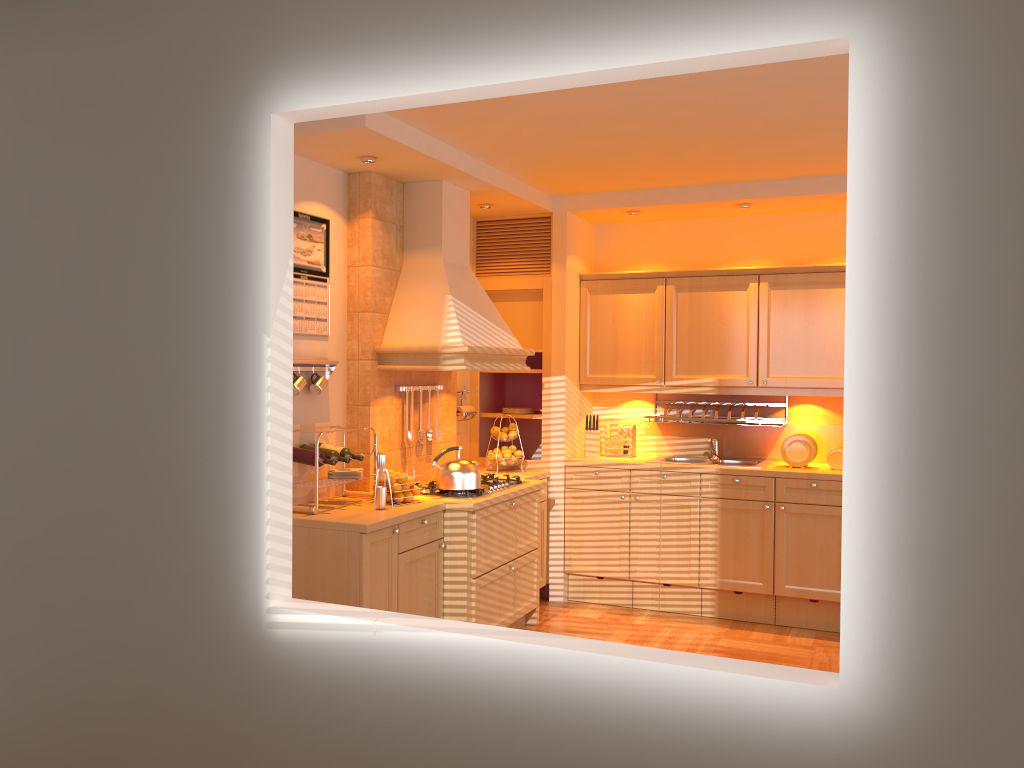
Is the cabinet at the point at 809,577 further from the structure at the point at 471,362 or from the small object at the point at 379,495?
the small object at the point at 379,495

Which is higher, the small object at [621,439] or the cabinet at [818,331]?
the cabinet at [818,331]

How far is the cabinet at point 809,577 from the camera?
5.28m

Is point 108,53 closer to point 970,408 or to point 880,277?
point 880,277

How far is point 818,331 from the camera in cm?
549

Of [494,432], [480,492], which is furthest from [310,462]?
[494,432]

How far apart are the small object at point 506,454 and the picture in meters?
1.7

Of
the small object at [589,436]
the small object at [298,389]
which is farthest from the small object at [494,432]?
the small object at [298,389]

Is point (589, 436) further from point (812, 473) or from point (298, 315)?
point (298, 315)

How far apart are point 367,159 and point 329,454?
1.5m
